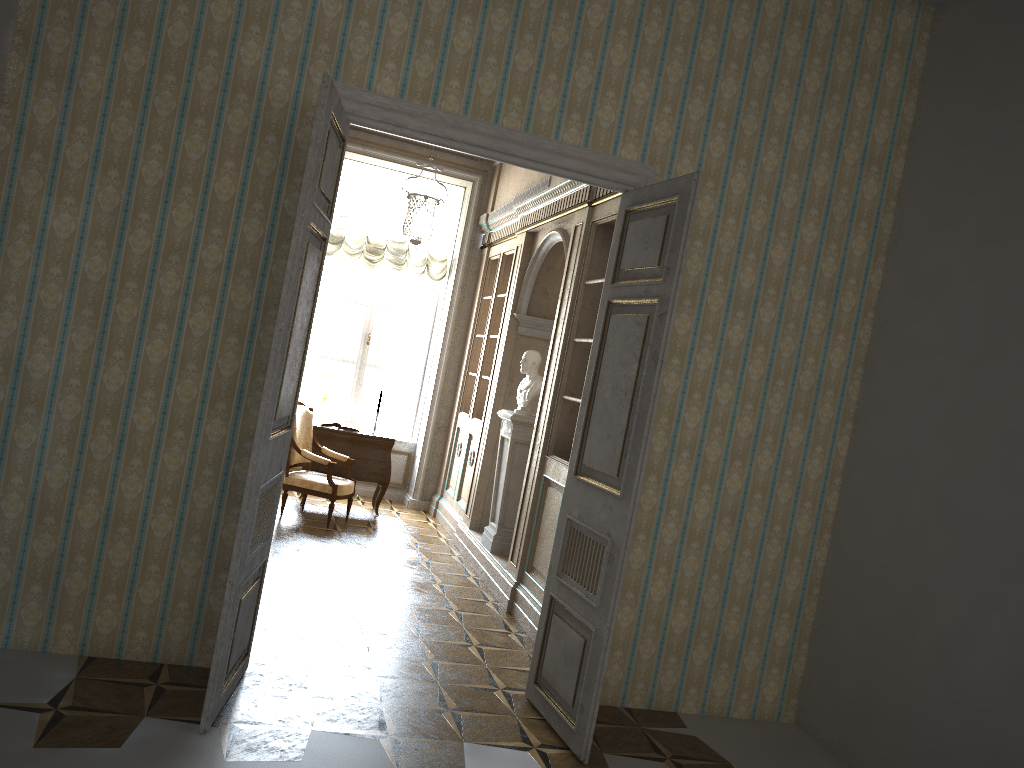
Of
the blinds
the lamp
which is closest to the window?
the blinds

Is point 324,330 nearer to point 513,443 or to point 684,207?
point 513,443

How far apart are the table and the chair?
0.24m

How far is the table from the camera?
8.5 meters

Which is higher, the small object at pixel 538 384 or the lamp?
the lamp

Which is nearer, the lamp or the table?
the lamp

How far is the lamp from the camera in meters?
6.8

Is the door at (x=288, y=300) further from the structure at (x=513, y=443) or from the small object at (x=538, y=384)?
the small object at (x=538, y=384)

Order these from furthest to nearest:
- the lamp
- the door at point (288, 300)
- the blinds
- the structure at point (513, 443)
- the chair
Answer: the blinds → the chair → the structure at point (513, 443) → the lamp → the door at point (288, 300)

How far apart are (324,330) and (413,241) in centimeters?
334cm
